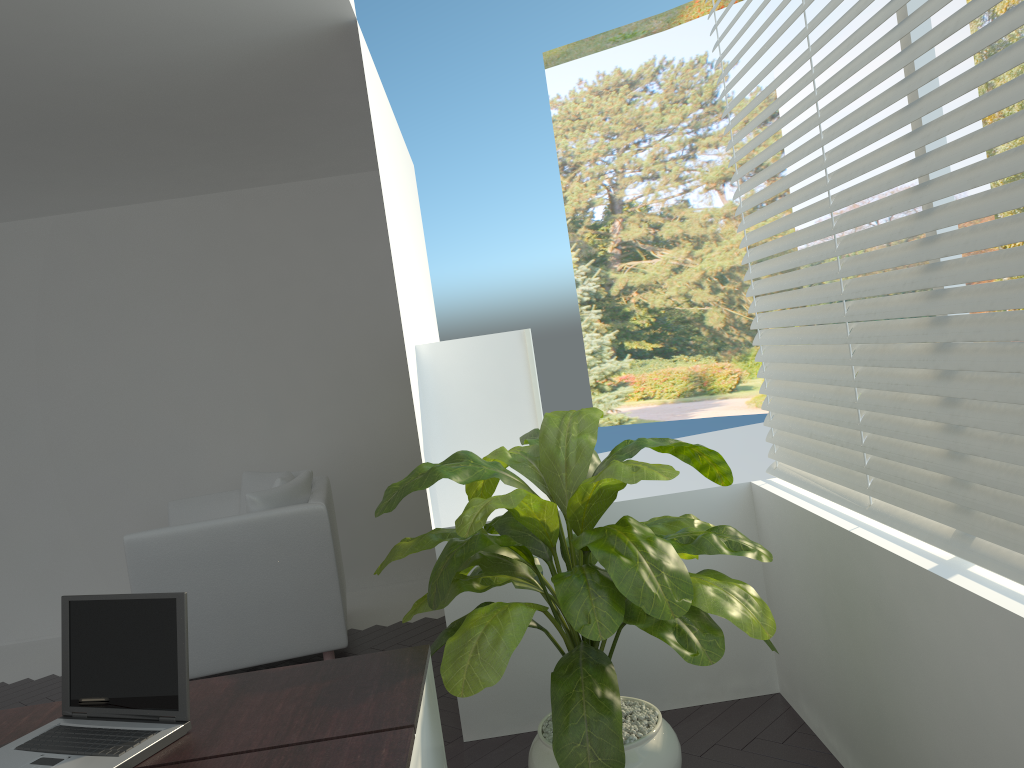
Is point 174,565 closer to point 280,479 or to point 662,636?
point 280,479

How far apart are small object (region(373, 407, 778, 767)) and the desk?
0.1m

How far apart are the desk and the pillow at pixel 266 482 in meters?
2.9 m

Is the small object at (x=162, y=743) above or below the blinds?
below

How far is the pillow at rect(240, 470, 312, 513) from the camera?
5.10m

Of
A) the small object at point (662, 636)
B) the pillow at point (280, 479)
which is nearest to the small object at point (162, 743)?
the small object at point (662, 636)

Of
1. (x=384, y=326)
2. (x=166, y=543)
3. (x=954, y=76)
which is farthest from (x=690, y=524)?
(x=954, y=76)

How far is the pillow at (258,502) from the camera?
4.26m

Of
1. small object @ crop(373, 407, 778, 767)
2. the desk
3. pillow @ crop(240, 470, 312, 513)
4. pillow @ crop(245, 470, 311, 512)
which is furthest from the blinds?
pillow @ crop(240, 470, 312, 513)

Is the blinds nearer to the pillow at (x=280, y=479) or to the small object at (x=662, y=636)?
the small object at (x=662, y=636)
